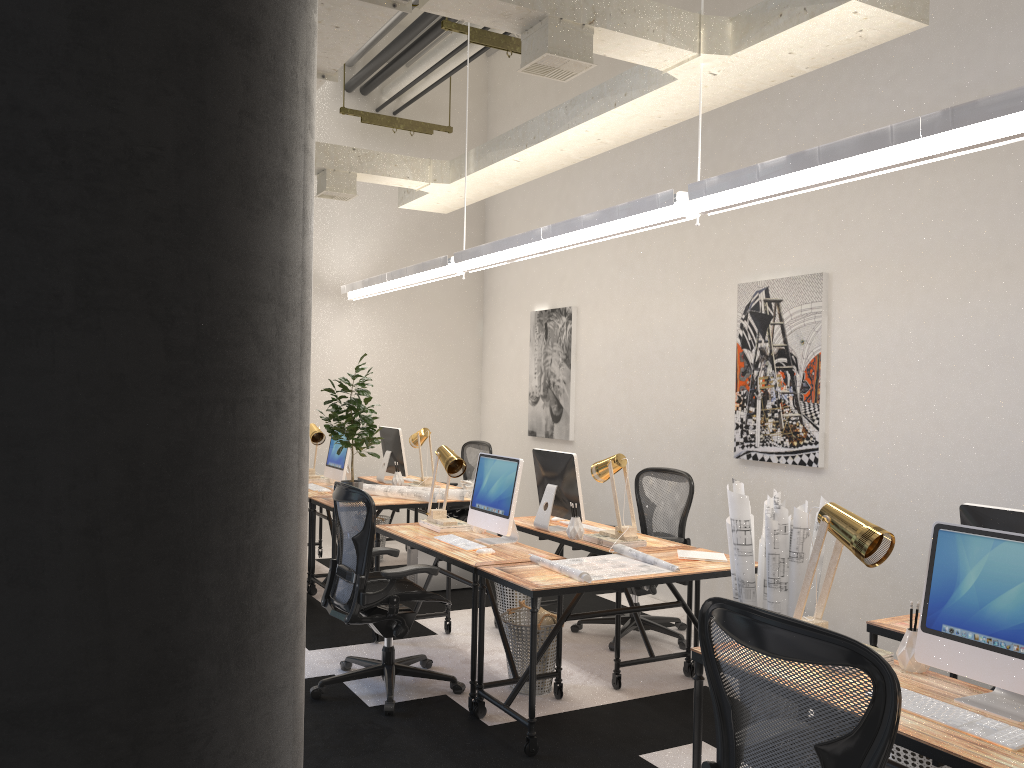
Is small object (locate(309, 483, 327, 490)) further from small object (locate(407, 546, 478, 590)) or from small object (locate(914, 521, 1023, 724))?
small object (locate(914, 521, 1023, 724))

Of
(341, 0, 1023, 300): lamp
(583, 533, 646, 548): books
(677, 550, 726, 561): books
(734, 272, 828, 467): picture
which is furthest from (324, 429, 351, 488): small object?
(677, 550, 726, 561): books

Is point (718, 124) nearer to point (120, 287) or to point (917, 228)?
point (917, 228)

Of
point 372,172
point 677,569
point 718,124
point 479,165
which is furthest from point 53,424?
point 718,124

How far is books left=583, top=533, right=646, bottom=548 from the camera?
A: 4.8m

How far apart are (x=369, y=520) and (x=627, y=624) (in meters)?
2.08

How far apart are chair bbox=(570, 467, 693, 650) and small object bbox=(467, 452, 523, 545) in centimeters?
102cm

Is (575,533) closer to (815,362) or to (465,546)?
(465,546)

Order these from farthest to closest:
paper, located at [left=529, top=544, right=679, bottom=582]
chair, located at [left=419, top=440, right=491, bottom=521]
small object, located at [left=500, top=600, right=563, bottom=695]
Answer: chair, located at [left=419, top=440, right=491, bottom=521] → small object, located at [left=500, top=600, right=563, bottom=695] → paper, located at [left=529, top=544, right=679, bottom=582]

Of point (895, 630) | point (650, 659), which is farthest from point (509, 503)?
point (895, 630)
